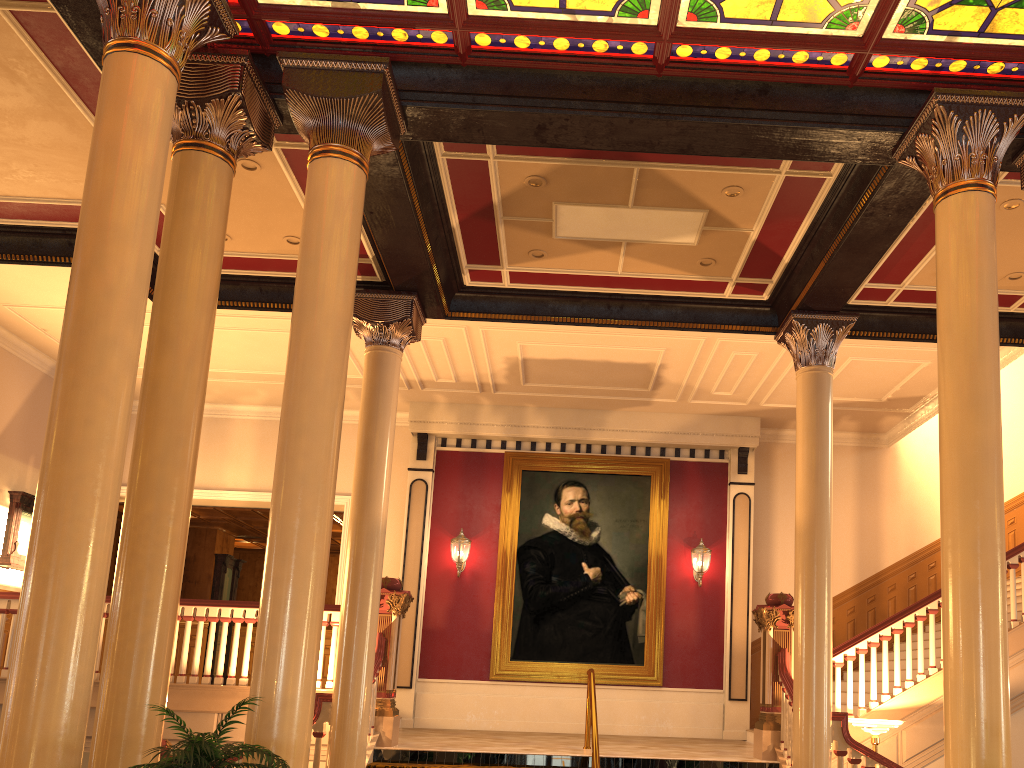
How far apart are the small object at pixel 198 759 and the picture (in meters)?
8.24

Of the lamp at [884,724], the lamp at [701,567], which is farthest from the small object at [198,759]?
the lamp at [701,567]

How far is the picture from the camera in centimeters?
1233cm

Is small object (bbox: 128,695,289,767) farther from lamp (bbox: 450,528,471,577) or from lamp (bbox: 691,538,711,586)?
lamp (bbox: 691,538,711,586)

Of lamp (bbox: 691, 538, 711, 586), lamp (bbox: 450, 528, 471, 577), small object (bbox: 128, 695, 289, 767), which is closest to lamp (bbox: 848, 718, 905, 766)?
lamp (bbox: 691, 538, 711, 586)

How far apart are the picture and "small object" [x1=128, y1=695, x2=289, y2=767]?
8.2 meters

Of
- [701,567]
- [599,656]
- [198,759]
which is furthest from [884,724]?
[198,759]

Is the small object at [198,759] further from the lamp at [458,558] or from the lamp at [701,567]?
the lamp at [701,567]

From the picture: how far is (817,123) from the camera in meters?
5.9 m

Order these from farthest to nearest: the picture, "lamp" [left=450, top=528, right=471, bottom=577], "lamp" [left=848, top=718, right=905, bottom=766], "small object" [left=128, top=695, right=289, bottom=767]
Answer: "lamp" [left=450, top=528, right=471, bottom=577]
the picture
"lamp" [left=848, top=718, right=905, bottom=766]
"small object" [left=128, top=695, right=289, bottom=767]
